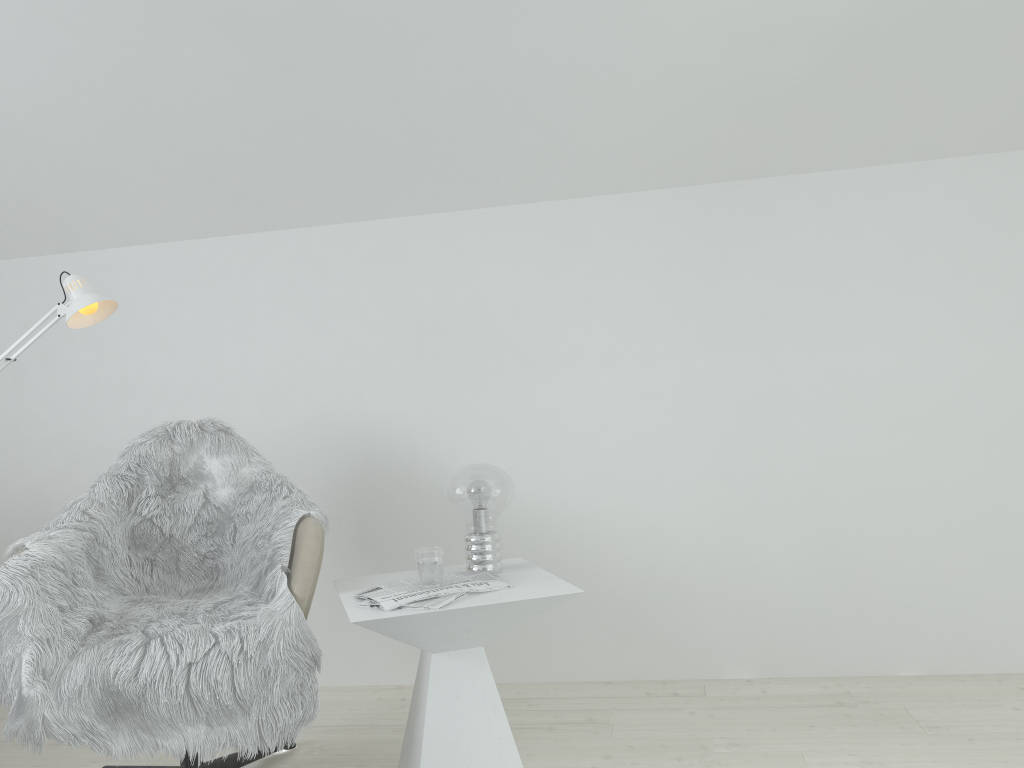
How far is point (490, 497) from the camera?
2.19m

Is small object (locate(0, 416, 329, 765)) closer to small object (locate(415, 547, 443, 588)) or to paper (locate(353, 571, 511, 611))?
paper (locate(353, 571, 511, 611))

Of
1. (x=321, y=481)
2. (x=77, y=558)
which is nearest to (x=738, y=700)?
(x=321, y=481)

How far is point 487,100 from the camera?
2.7m

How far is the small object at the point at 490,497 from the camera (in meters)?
2.19

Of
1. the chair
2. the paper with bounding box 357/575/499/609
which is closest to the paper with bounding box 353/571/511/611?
the paper with bounding box 357/575/499/609

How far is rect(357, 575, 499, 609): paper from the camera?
1.9 meters

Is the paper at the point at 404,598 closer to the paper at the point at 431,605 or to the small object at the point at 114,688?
the paper at the point at 431,605

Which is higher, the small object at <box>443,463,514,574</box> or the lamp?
the lamp

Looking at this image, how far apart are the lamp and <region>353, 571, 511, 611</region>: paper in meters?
1.1
